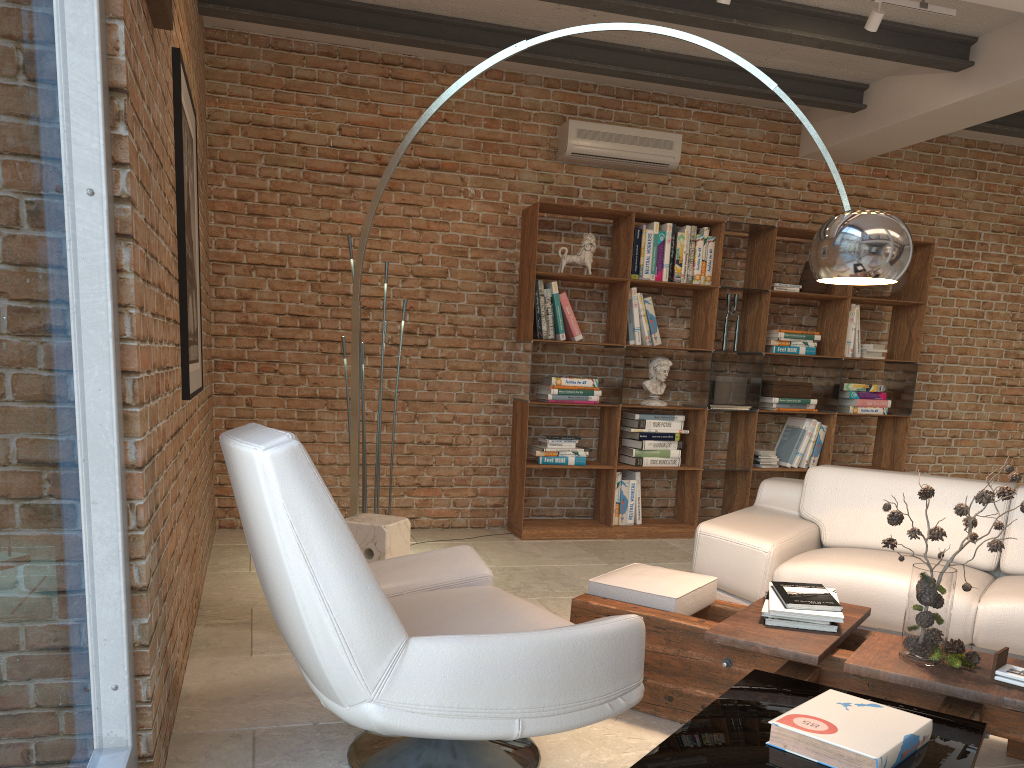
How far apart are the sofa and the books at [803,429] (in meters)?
2.10

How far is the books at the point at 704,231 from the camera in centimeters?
619cm

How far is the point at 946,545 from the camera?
3.9 meters

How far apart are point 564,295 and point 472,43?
1.7m

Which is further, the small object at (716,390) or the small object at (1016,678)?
the small object at (716,390)

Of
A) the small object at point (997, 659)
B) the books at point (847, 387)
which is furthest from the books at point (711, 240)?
the small object at point (997, 659)

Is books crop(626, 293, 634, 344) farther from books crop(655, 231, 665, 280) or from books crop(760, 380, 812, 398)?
books crop(760, 380, 812, 398)

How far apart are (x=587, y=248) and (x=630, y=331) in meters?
0.6 m

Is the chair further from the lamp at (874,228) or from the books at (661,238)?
the books at (661,238)

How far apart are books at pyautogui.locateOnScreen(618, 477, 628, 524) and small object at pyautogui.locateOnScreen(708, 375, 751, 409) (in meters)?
0.83
